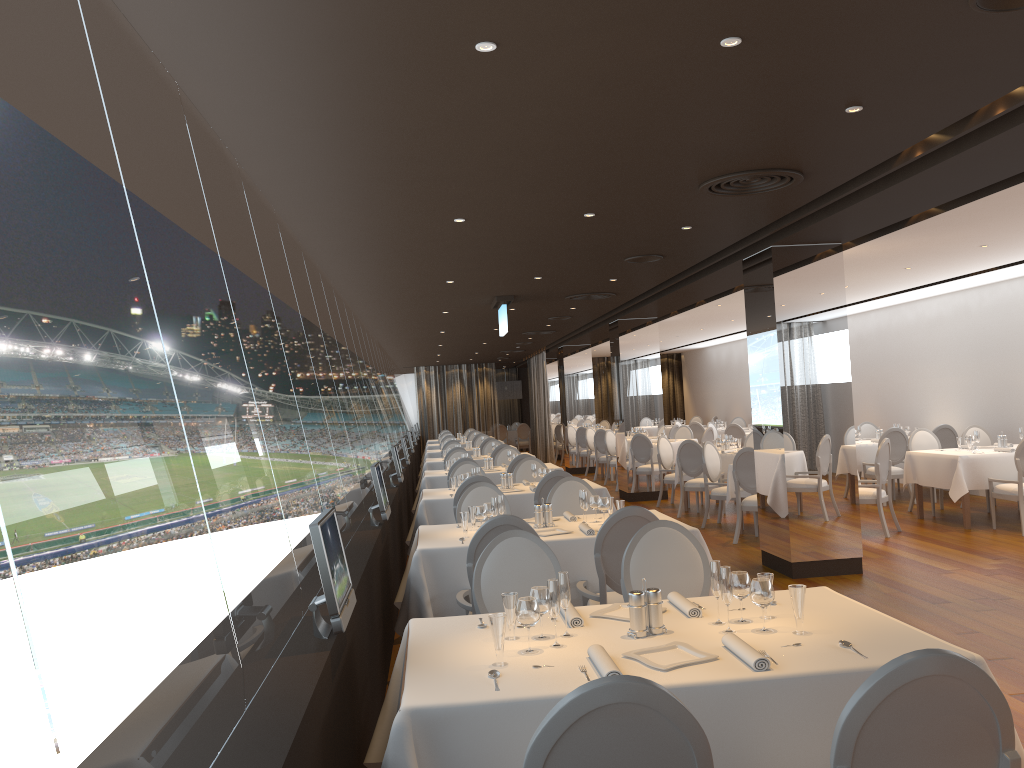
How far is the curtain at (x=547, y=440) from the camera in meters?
23.1

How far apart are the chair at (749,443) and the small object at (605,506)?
8.51m

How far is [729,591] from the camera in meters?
3.2

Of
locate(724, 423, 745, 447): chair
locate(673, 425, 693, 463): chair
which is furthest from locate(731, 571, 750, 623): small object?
locate(673, 425, 693, 463): chair

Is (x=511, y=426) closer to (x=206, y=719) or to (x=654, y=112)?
(x=654, y=112)

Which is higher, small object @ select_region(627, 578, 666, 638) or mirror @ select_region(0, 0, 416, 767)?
mirror @ select_region(0, 0, 416, 767)

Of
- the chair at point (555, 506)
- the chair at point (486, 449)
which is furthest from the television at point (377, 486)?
the chair at point (486, 449)

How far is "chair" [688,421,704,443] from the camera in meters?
→ 20.1 m

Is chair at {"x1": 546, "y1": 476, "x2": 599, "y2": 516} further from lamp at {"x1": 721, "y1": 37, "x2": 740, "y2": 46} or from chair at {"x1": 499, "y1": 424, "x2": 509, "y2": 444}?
chair at {"x1": 499, "y1": 424, "x2": 509, "y2": 444}

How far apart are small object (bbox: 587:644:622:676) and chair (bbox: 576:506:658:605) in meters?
2.1 m
